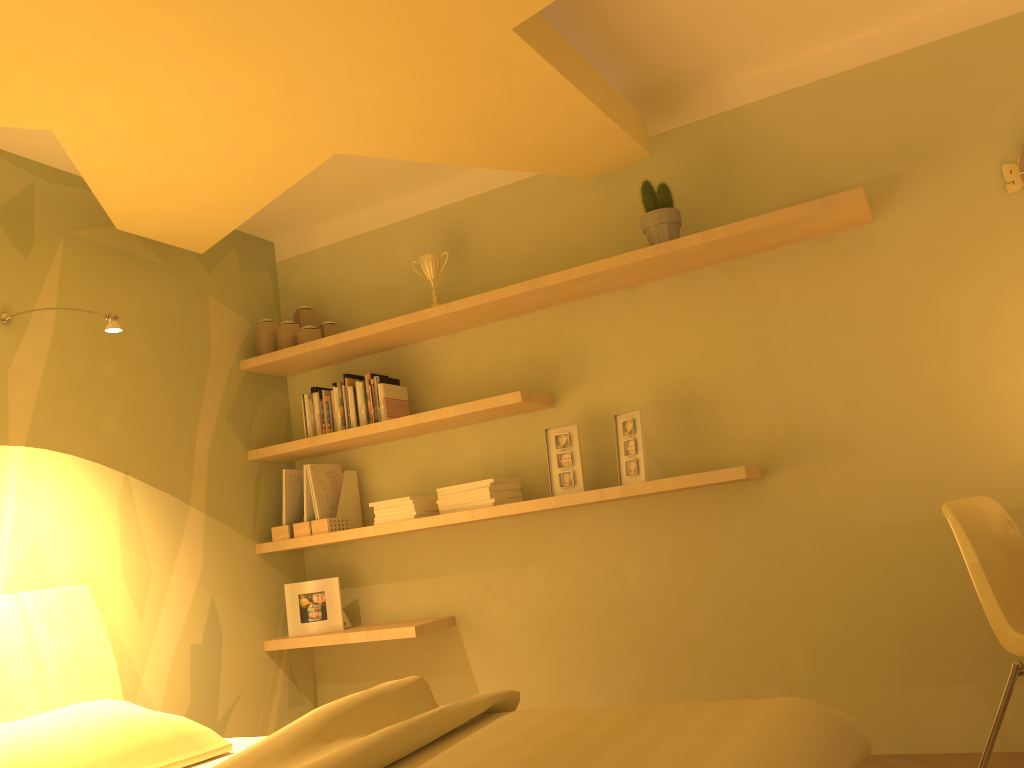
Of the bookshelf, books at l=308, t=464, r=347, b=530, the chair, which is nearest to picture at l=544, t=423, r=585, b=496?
the bookshelf

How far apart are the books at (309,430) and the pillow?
1.50m

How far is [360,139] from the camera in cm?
282

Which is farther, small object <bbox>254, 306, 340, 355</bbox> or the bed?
small object <bbox>254, 306, 340, 355</bbox>

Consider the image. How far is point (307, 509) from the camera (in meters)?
3.71

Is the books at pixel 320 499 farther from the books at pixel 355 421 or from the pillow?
the pillow

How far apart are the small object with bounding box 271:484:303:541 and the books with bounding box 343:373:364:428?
0.7 meters

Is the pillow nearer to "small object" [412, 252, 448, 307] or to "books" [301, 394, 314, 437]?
"books" [301, 394, 314, 437]

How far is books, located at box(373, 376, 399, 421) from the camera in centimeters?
364cm

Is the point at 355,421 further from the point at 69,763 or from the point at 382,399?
the point at 69,763
